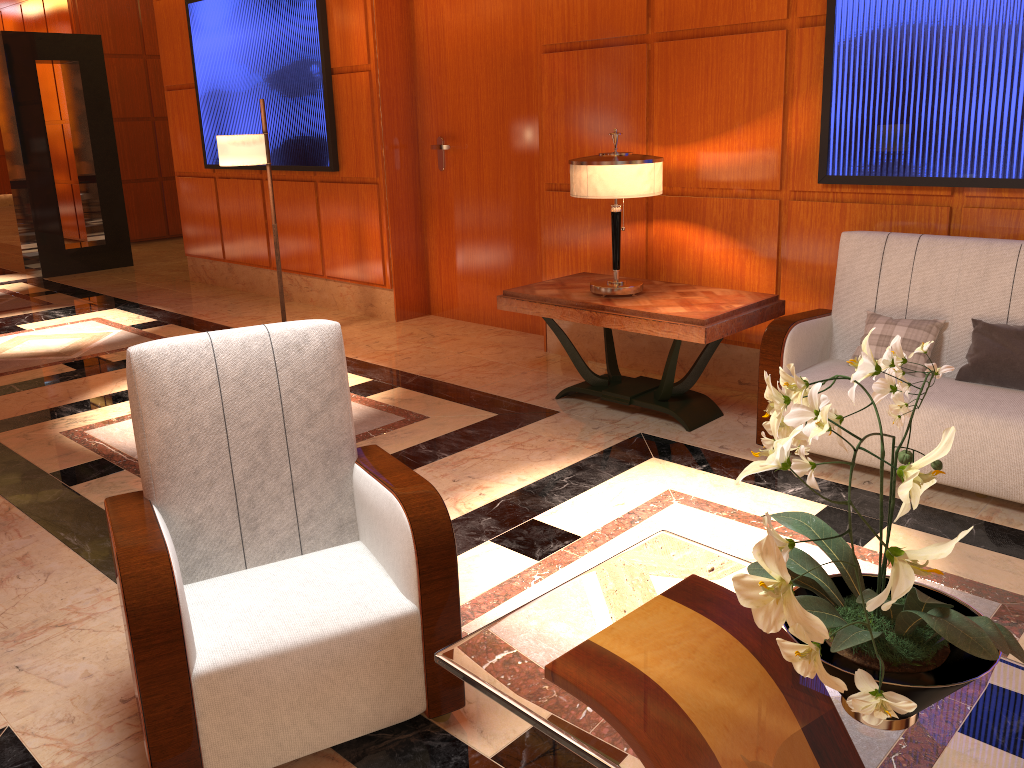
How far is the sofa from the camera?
3.26m

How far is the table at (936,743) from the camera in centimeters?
142cm

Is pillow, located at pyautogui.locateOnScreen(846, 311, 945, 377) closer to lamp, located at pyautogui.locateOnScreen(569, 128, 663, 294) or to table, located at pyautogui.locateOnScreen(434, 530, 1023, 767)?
lamp, located at pyautogui.locateOnScreen(569, 128, 663, 294)

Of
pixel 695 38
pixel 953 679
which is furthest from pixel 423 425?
pixel 953 679

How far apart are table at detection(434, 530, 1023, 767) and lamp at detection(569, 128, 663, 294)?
2.31m

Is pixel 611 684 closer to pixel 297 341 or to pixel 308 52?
pixel 297 341

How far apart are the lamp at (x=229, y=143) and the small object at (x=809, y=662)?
4.8 meters

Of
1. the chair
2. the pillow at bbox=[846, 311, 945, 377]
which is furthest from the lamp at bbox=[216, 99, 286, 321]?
the pillow at bbox=[846, 311, 945, 377]

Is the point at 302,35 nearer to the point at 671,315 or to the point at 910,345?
the point at 671,315

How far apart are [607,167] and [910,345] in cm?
153
